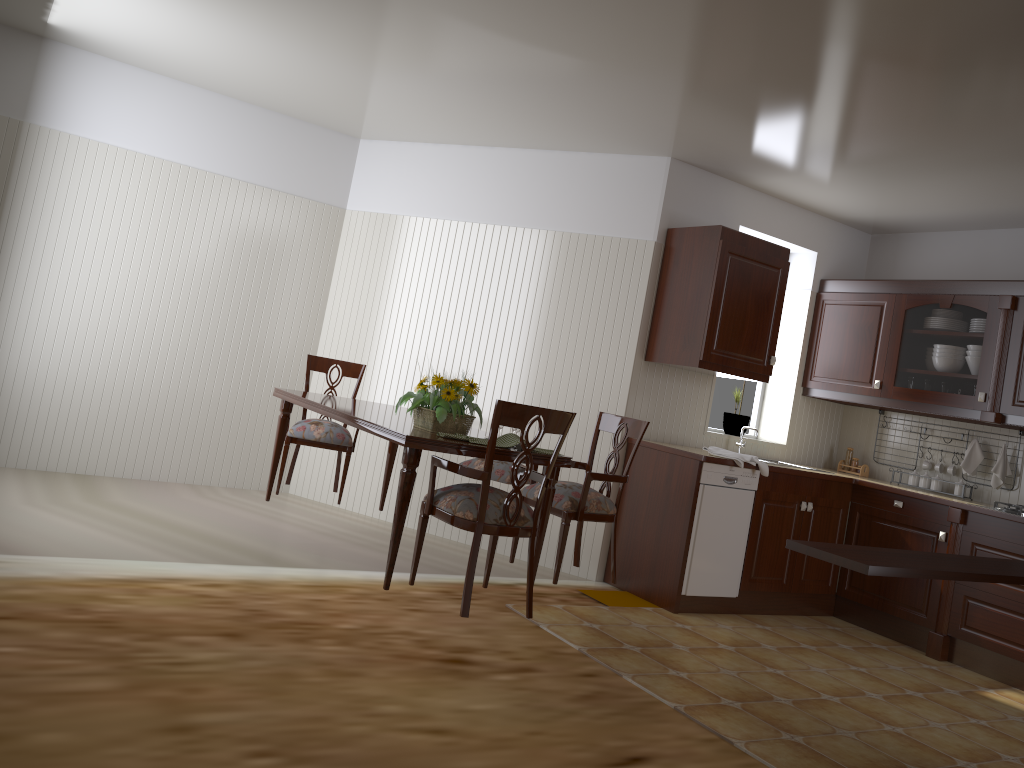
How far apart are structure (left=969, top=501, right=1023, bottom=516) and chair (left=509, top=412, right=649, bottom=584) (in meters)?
2.05

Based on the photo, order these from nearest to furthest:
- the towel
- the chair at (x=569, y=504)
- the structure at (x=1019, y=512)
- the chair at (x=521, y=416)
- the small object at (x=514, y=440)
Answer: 1. the chair at (x=521, y=416)
2. the small object at (x=514, y=440)
3. the chair at (x=569, y=504)
4. the structure at (x=1019, y=512)
5. the towel

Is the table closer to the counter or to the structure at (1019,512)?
the counter

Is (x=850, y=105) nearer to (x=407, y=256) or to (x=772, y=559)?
(x=772, y=559)

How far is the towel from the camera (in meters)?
4.64

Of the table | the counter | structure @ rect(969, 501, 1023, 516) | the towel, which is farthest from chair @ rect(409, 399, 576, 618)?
structure @ rect(969, 501, 1023, 516)

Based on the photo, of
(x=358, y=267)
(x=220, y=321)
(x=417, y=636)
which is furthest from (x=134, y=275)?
(x=417, y=636)

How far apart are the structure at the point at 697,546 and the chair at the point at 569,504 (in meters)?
0.65

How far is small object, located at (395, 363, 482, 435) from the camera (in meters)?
3.46

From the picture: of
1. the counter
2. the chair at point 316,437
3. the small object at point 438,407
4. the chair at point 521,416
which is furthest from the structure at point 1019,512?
the chair at point 316,437
